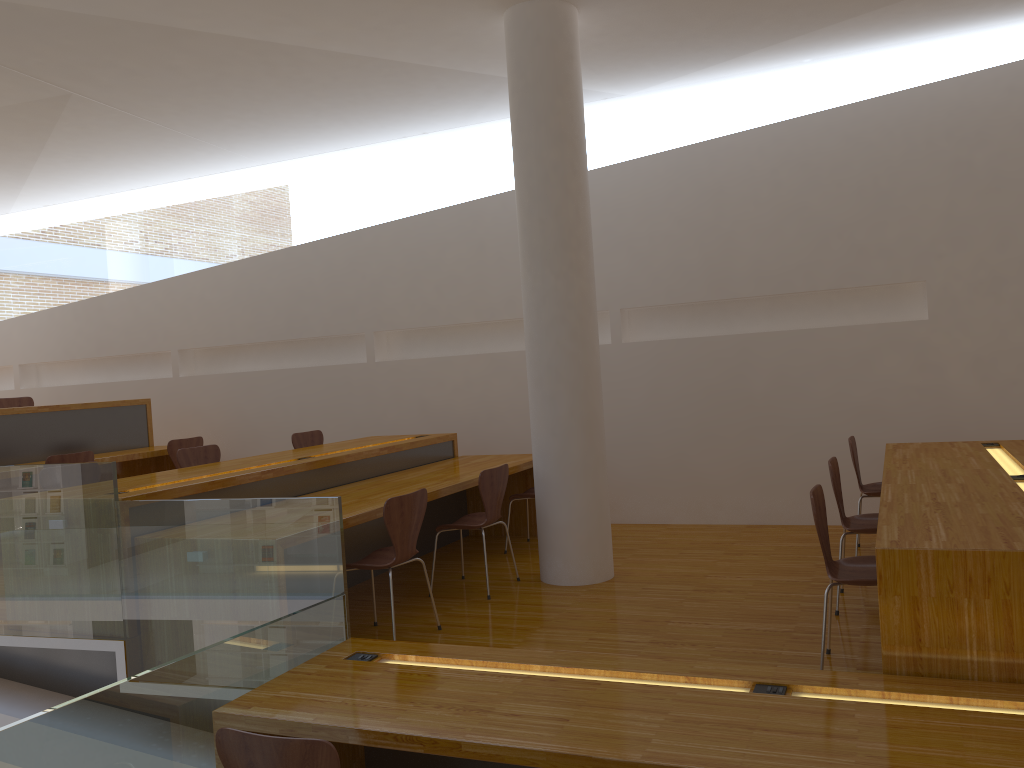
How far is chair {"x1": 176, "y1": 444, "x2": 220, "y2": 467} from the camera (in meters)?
5.68

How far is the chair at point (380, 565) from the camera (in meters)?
3.95

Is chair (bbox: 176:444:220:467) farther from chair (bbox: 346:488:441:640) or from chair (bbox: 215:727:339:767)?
chair (bbox: 215:727:339:767)

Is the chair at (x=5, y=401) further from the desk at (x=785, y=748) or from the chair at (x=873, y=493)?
the chair at (x=873, y=493)

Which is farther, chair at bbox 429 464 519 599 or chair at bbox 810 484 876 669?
chair at bbox 429 464 519 599

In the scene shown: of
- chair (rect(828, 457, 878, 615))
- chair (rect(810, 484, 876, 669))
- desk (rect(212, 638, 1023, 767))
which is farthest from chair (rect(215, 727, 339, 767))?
chair (rect(828, 457, 878, 615))

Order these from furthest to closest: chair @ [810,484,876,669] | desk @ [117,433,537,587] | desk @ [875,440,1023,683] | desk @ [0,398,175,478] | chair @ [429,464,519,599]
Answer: desk @ [0,398,175,478]
chair @ [429,464,519,599]
desk @ [117,433,537,587]
chair @ [810,484,876,669]
desk @ [875,440,1023,683]

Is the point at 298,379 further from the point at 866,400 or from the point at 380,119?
the point at 866,400

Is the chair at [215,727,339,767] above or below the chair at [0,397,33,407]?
below

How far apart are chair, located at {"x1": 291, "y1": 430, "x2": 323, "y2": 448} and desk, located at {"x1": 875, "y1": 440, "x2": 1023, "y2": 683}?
4.1m
